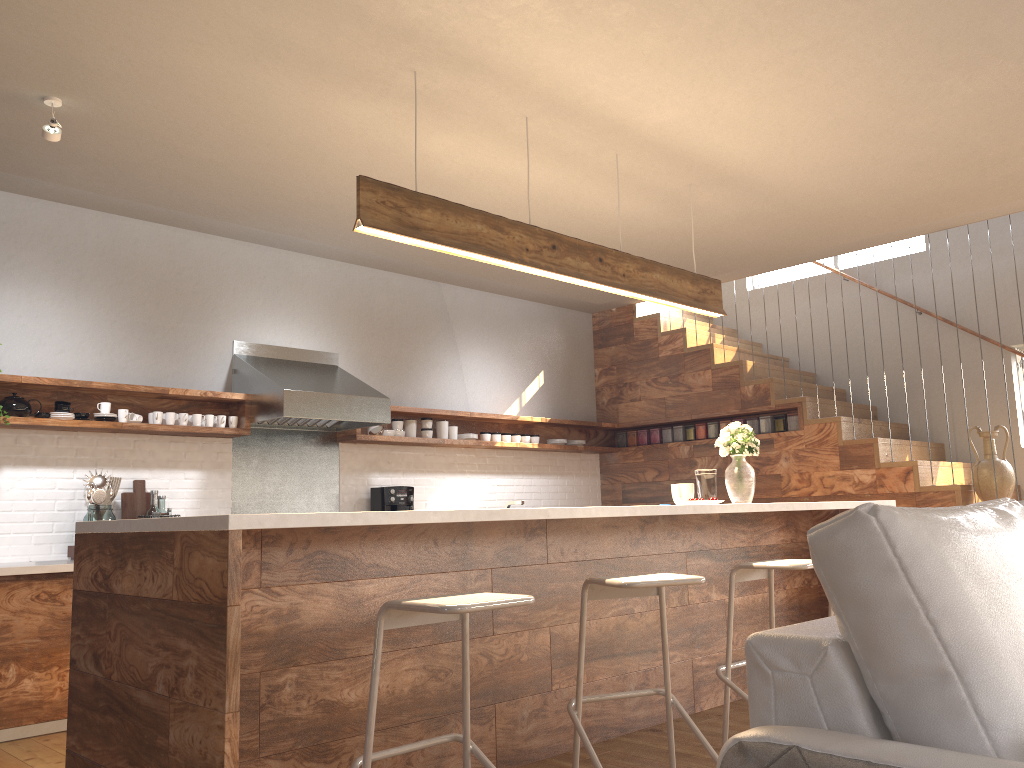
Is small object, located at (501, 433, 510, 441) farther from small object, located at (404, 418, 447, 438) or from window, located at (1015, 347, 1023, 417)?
window, located at (1015, 347, 1023, 417)

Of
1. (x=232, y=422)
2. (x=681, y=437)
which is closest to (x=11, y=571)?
(x=232, y=422)

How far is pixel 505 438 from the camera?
7.1m

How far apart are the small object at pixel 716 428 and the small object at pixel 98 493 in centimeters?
436cm

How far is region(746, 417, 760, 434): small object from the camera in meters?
7.0

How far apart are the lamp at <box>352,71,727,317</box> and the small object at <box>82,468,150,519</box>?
2.5m

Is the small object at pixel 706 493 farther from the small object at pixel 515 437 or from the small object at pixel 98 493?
the small object at pixel 98 493

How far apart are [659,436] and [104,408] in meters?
4.5 m

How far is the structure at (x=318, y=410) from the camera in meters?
5.4

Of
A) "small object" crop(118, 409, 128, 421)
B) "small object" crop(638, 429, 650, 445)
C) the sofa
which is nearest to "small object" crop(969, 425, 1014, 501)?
"small object" crop(638, 429, 650, 445)
